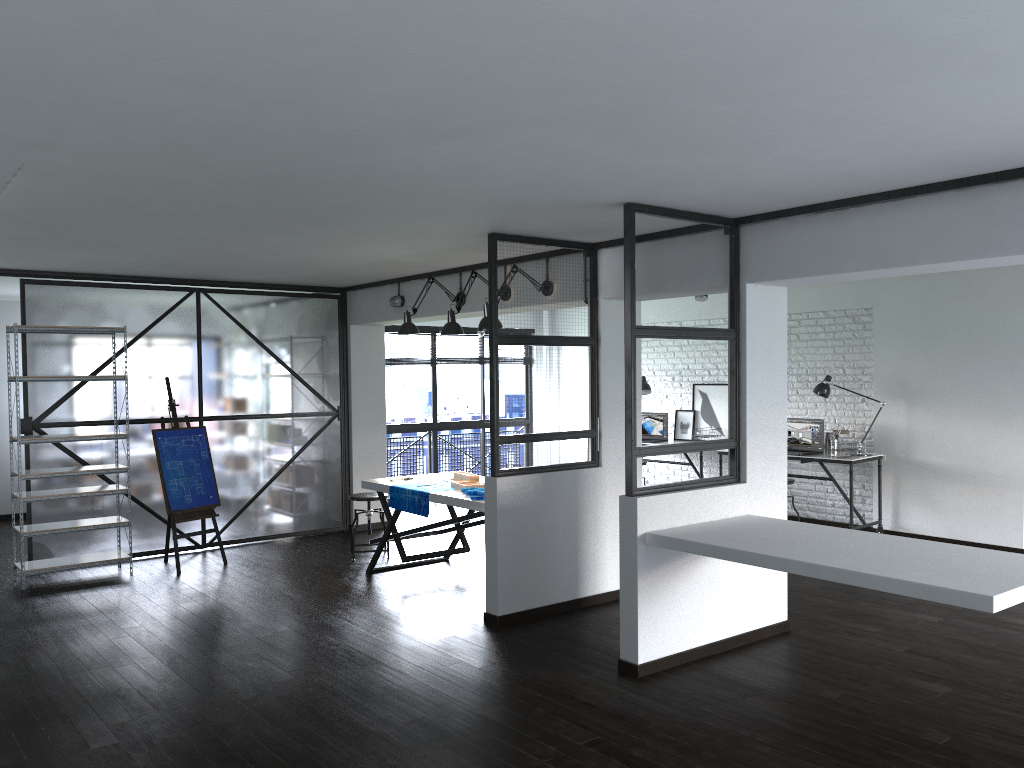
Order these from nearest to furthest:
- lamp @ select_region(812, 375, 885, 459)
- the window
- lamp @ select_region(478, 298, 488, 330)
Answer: lamp @ select_region(478, 298, 488, 330) < lamp @ select_region(812, 375, 885, 459) < the window

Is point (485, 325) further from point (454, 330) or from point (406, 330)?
point (406, 330)

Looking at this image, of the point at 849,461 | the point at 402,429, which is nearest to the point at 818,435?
the point at 849,461

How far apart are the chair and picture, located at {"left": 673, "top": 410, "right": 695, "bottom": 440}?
3.81m

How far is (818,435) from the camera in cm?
804

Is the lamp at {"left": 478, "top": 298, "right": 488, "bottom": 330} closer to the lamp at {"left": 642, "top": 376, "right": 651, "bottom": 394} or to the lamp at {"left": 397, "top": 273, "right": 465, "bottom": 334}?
the lamp at {"left": 397, "top": 273, "right": 465, "bottom": 334}

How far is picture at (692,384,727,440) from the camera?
9.22m

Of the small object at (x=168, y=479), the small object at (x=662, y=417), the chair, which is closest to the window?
the small object at (x=662, y=417)

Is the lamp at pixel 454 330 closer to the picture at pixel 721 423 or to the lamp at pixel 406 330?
the lamp at pixel 406 330

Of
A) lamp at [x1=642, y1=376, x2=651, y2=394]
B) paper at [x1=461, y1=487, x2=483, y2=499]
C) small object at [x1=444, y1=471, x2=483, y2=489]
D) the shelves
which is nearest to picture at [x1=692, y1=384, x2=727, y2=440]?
lamp at [x1=642, y1=376, x2=651, y2=394]
